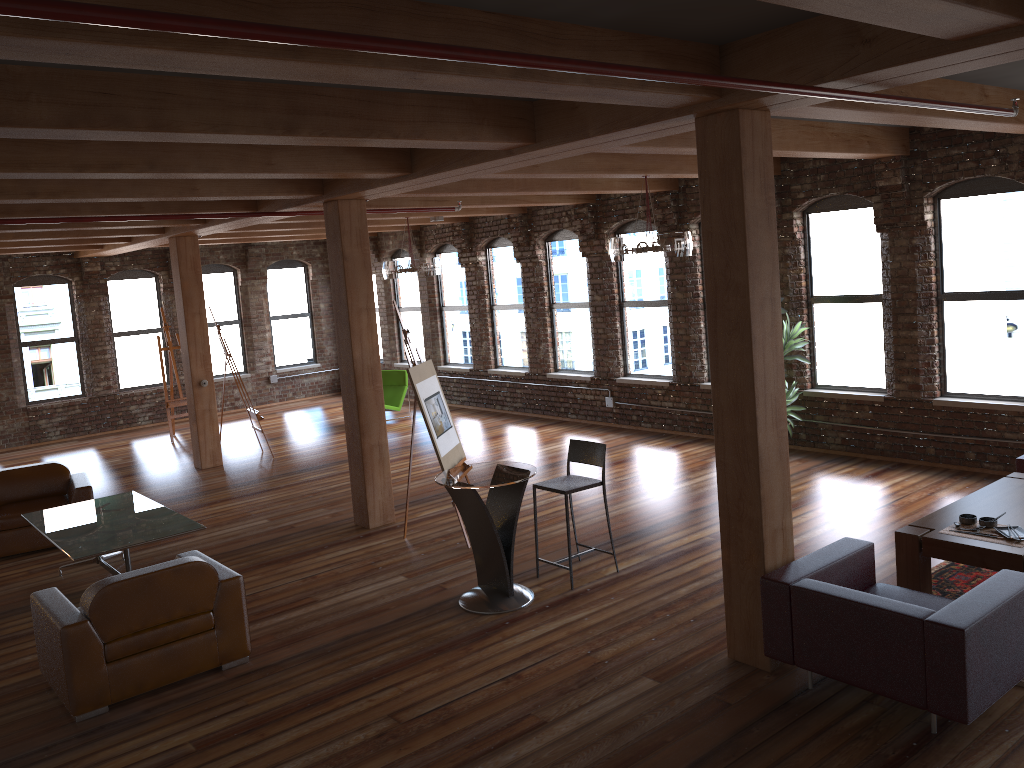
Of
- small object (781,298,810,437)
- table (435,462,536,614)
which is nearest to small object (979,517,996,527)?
table (435,462,536,614)

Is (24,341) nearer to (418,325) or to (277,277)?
A: (277,277)

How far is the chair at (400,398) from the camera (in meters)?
14.49

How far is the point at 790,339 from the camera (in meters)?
9.56

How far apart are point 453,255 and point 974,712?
12.2m

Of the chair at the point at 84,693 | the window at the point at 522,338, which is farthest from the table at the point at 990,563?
the window at the point at 522,338

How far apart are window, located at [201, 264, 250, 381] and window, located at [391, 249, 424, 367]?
3.1m

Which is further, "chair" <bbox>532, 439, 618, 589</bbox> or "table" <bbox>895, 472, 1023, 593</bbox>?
"chair" <bbox>532, 439, 618, 589</bbox>

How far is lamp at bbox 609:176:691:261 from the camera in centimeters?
830cm

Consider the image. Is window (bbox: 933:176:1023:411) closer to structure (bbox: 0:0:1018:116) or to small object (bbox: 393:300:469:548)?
structure (bbox: 0:0:1018:116)
